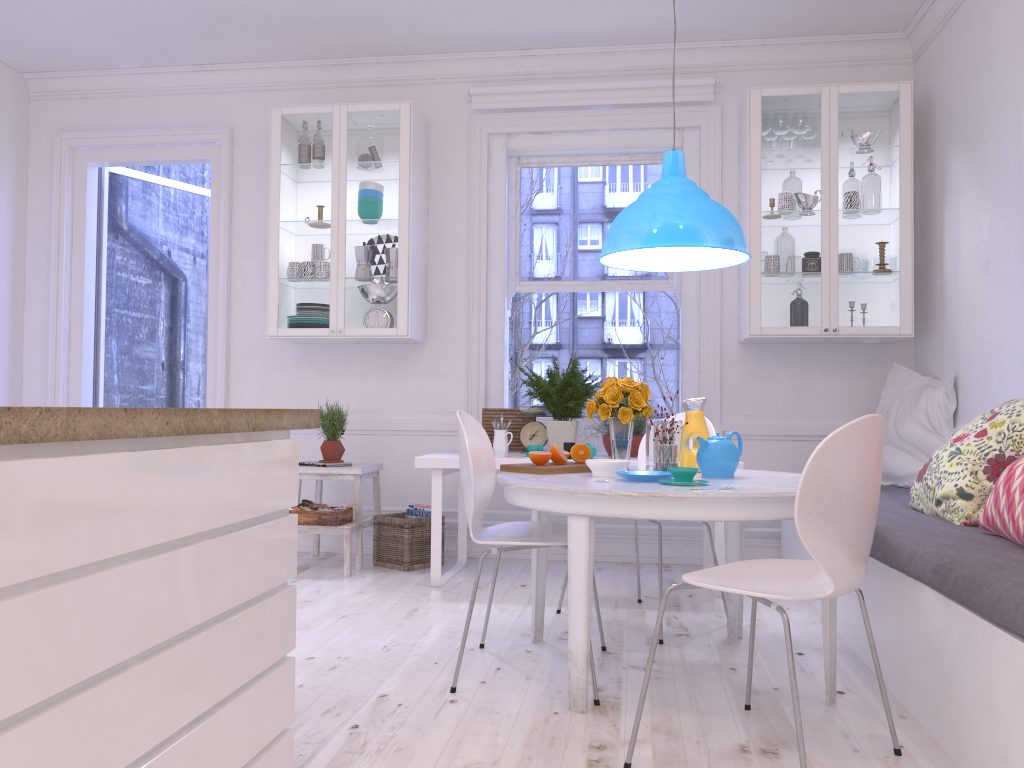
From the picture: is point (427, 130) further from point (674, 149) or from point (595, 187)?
point (674, 149)

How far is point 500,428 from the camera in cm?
485

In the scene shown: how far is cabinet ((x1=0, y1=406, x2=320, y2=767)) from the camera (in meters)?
1.09

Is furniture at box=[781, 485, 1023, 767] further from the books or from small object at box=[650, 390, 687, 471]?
the books

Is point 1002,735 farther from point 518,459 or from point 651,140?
point 651,140

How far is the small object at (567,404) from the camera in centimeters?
447cm

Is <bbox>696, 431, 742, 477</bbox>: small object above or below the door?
A: below

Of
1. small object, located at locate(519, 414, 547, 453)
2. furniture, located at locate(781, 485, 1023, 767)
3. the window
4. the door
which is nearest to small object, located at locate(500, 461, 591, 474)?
furniture, located at locate(781, 485, 1023, 767)

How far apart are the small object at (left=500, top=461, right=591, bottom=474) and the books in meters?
1.8

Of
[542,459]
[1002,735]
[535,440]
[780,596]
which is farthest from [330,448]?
[1002,735]
